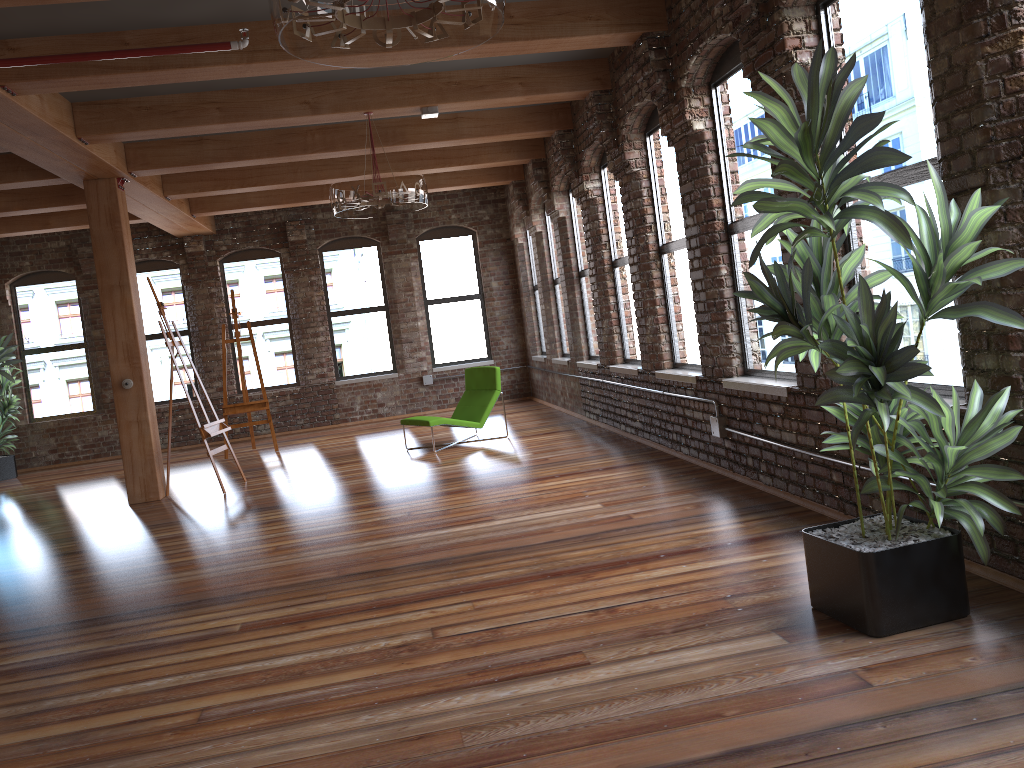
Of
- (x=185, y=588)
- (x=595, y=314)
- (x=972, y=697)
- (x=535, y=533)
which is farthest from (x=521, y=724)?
(x=595, y=314)

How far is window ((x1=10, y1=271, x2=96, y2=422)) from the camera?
12.87m

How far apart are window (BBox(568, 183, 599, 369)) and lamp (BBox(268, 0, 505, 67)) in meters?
6.4 m

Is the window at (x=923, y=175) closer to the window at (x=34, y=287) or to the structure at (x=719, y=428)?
the structure at (x=719, y=428)

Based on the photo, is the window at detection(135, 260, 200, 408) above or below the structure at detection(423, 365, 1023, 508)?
above

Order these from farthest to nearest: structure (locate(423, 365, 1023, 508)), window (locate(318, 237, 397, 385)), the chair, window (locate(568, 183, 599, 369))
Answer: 1. window (locate(318, 237, 397, 385))
2. window (locate(568, 183, 599, 369))
3. the chair
4. structure (locate(423, 365, 1023, 508))

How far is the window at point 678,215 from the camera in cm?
701

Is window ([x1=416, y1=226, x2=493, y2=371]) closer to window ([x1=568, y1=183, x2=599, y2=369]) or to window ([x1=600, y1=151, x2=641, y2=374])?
window ([x1=568, y1=183, x2=599, y2=369])

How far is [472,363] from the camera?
13.74m

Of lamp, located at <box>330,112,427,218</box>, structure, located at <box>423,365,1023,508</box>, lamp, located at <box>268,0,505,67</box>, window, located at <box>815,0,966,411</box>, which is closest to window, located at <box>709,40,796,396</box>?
structure, located at <box>423,365,1023,508</box>
